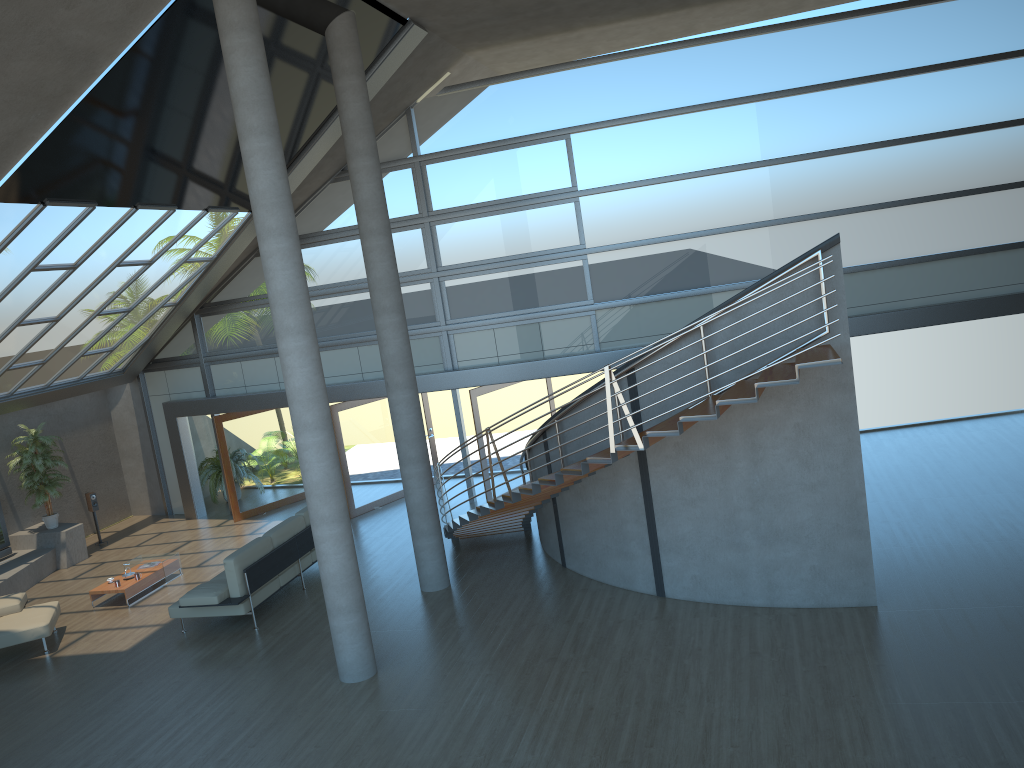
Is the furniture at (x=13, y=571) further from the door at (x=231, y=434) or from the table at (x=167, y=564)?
the door at (x=231, y=434)

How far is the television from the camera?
14.5 meters

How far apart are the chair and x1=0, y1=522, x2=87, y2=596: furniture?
1.95m

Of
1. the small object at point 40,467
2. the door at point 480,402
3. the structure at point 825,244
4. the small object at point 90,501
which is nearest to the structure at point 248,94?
the structure at point 825,244

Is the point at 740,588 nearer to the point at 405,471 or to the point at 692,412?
the point at 692,412

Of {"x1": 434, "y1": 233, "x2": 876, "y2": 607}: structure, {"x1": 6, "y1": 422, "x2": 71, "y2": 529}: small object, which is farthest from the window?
{"x1": 434, "y1": 233, "x2": 876, "y2": 607}: structure

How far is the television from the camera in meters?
14.5

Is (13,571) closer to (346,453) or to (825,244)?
(346,453)

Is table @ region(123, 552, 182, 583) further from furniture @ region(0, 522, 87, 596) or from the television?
the television

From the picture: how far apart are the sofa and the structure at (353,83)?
1.8m
